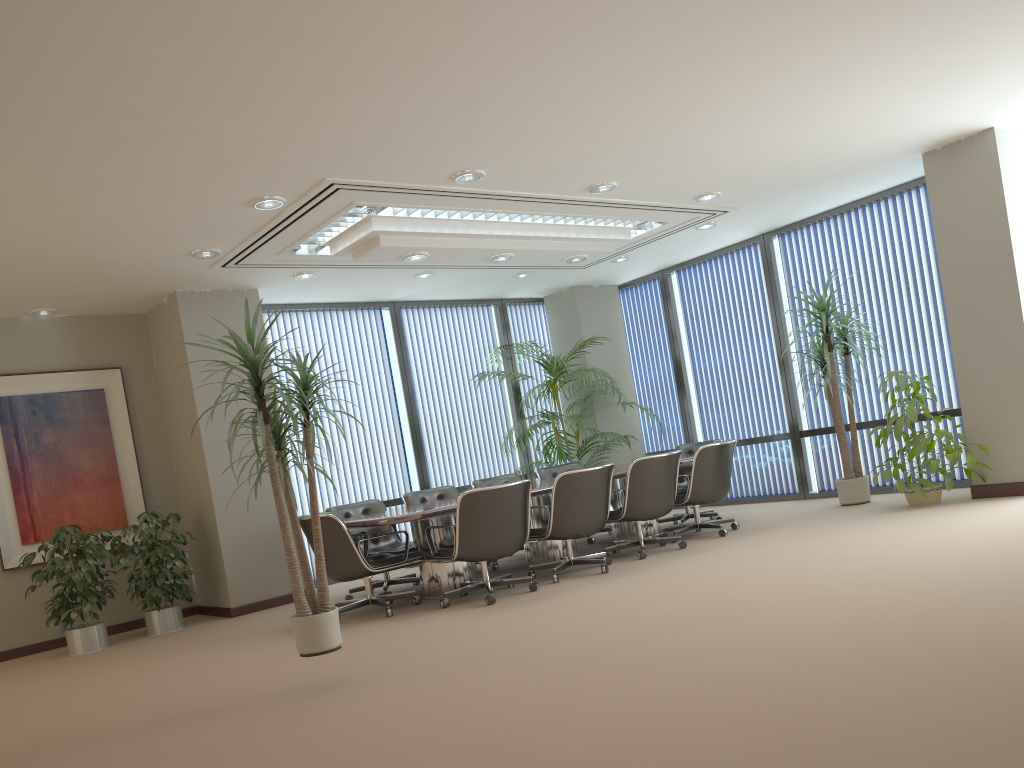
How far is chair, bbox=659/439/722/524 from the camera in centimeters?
909cm

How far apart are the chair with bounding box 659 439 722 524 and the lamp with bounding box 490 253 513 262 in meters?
3.0 m

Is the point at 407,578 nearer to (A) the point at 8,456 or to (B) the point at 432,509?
(B) the point at 432,509

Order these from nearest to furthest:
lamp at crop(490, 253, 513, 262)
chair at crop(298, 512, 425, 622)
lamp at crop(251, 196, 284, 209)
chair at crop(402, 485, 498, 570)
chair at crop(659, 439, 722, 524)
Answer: lamp at crop(251, 196, 284, 209), chair at crop(298, 512, 425, 622), lamp at crop(490, 253, 513, 262), chair at crop(402, 485, 498, 570), chair at crop(659, 439, 722, 524)

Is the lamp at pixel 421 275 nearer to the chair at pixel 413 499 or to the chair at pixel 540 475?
the chair at pixel 413 499

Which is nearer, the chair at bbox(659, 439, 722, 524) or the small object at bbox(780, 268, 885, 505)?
the small object at bbox(780, 268, 885, 505)

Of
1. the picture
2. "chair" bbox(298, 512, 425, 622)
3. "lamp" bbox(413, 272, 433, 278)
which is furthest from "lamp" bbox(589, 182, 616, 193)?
the picture

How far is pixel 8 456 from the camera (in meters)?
7.87

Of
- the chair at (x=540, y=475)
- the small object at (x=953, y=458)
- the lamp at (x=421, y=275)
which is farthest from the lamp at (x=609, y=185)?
the chair at (x=540, y=475)

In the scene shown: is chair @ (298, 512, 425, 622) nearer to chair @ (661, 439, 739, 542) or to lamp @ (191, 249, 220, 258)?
lamp @ (191, 249, 220, 258)
